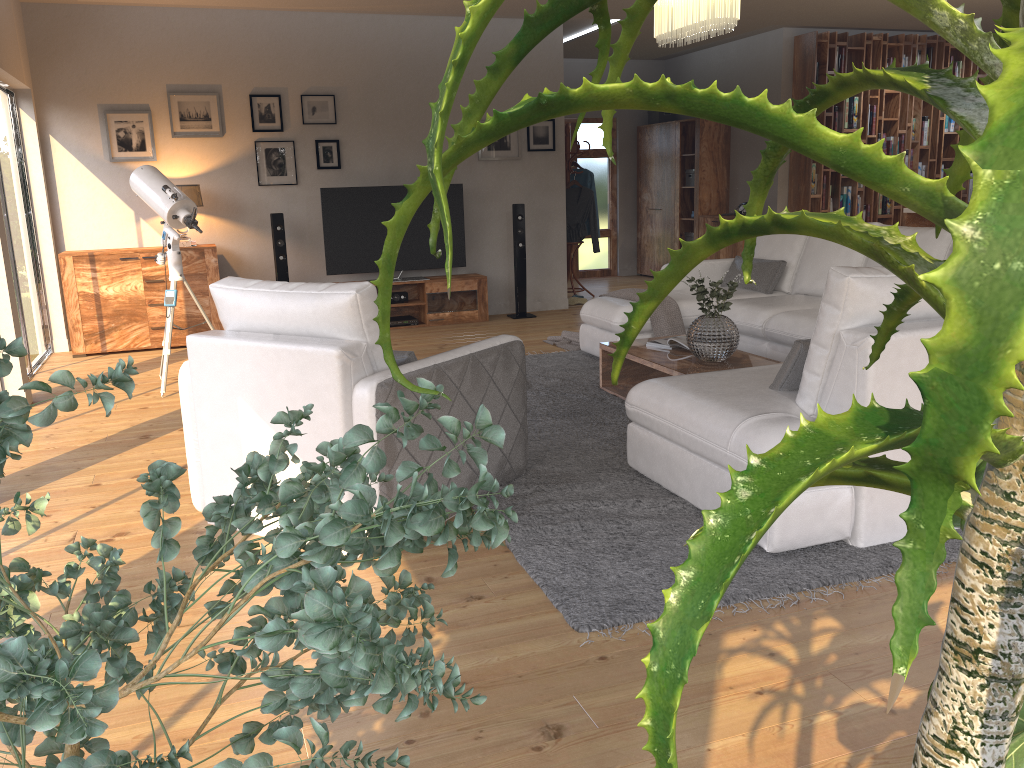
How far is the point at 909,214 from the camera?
7.57m

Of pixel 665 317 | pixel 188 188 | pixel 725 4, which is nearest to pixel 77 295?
pixel 188 188

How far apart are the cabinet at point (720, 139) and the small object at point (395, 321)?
4.1m

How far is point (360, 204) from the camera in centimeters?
798cm

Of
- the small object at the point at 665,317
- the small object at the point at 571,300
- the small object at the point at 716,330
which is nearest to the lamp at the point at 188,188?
the small object at the point at 665,317

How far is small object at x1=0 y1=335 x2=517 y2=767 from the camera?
0.7 meters

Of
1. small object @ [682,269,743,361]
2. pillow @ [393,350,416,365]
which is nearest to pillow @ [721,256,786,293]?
small object @ [682,269,743,361]

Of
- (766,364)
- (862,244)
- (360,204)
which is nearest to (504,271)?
(360,204)

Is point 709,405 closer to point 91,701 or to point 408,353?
point 408,353

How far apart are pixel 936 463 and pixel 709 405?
3.2 meters
